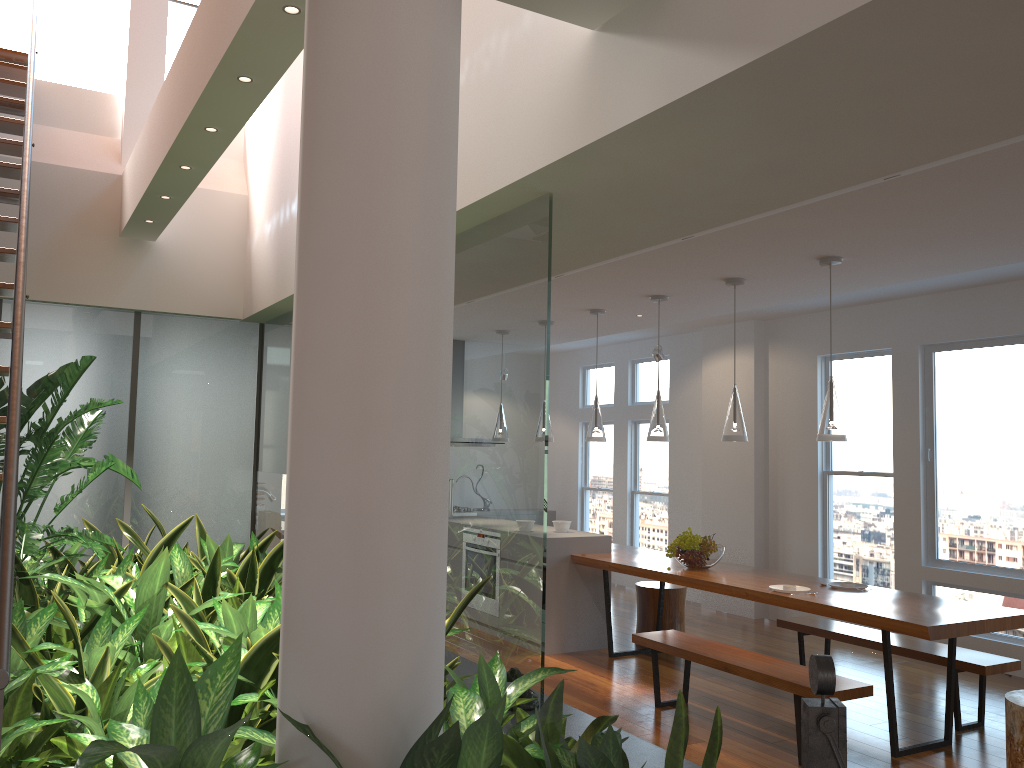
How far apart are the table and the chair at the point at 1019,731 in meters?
0.3 m

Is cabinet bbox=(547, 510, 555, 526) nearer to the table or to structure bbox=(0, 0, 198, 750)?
the table

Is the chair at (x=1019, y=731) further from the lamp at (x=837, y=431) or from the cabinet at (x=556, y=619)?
the cabinet at (x=556, y=619)

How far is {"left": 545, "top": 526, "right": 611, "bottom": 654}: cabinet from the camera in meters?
6.4

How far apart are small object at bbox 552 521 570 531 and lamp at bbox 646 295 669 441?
1.3m

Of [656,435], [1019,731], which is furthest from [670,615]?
[1019,731]

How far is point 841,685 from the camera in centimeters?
415cm

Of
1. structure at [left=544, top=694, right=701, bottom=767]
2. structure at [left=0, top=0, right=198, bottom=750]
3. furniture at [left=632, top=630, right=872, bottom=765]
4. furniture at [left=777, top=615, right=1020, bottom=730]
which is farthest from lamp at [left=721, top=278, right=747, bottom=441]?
structure at [left=0, top=0, right=198, bottom=750]

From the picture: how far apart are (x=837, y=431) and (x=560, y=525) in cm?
272

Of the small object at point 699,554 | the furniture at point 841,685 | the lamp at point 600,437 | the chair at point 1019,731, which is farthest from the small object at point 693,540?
the chair at point 1019,731
